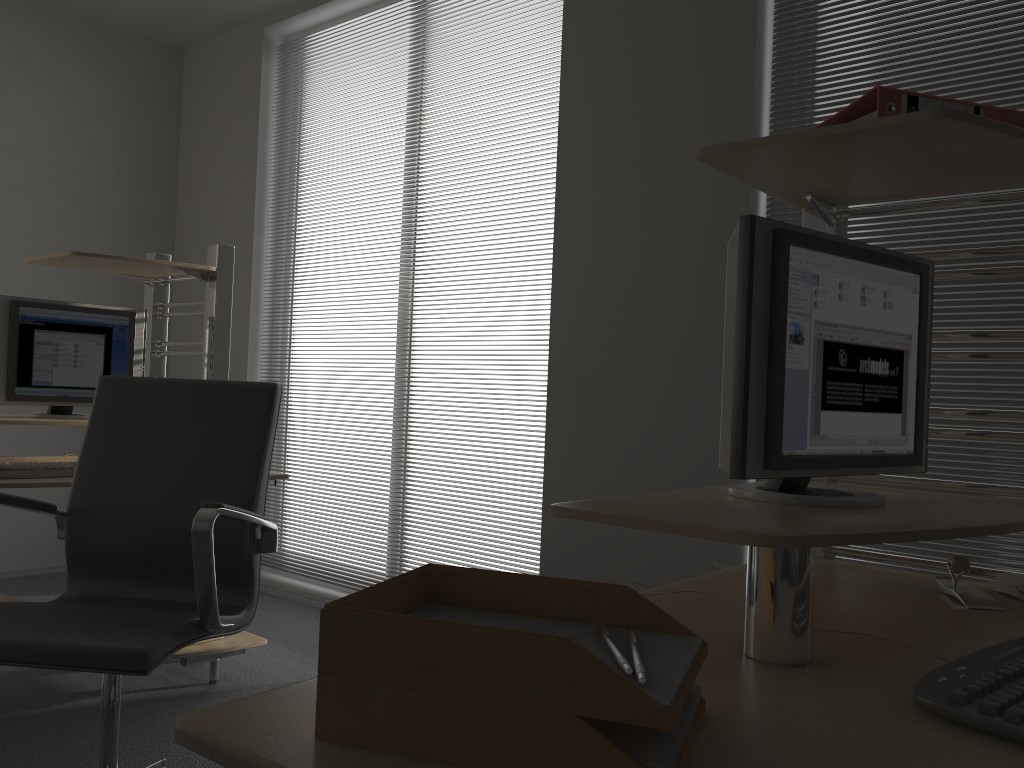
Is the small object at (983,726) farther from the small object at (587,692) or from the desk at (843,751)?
the small object at (587,692)

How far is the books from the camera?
1.4 meters

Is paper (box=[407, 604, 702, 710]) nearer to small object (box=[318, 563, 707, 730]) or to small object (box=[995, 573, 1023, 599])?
small object (box=[318, 563, 707, 730])

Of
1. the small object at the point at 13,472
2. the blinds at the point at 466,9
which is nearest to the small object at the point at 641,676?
the small object at the point at 13,472

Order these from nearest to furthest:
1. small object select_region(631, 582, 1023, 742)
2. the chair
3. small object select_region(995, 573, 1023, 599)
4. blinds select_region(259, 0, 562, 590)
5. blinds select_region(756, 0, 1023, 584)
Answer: small object select_region(631, 582, 1023, 742)
small object select_region(995, 573, 1023, 599)
the chair
blinds select_region(756, 0, 1023, 584)
blinds select_region(259, 0, 562, 590)

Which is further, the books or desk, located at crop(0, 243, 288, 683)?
desk, located at crop(0, 243, 288, 683)

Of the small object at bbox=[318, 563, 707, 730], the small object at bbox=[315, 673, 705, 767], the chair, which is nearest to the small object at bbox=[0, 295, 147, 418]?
the chair

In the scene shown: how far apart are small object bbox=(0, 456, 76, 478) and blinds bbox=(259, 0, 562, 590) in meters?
2.3 m

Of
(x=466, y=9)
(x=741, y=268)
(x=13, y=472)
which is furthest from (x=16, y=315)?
(x=741, y=268)

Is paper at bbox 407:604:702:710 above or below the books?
below
